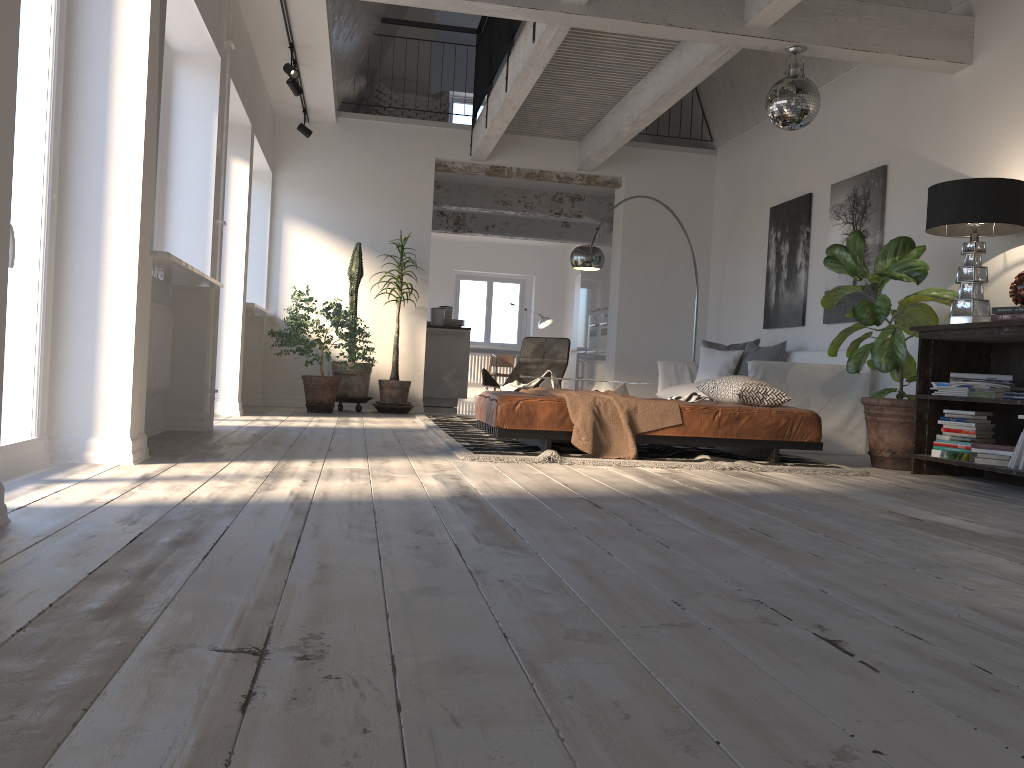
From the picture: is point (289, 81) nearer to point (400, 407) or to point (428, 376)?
point (400, 407)

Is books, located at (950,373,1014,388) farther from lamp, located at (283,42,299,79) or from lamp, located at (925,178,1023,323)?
lamp, located at (283,42,299,79)

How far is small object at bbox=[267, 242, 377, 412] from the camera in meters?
8.2 m

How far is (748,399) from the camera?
5.4m

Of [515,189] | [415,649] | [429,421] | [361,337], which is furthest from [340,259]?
[415,649]

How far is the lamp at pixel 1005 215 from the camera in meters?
4.9

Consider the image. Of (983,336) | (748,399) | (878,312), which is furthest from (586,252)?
(983,336)

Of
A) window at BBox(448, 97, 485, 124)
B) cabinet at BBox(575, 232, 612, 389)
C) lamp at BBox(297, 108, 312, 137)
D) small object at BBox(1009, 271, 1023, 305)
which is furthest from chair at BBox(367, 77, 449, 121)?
small object at BBox(1009, 271, 1023, 305)

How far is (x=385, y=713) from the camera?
1.2m

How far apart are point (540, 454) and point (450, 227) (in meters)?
9.33
